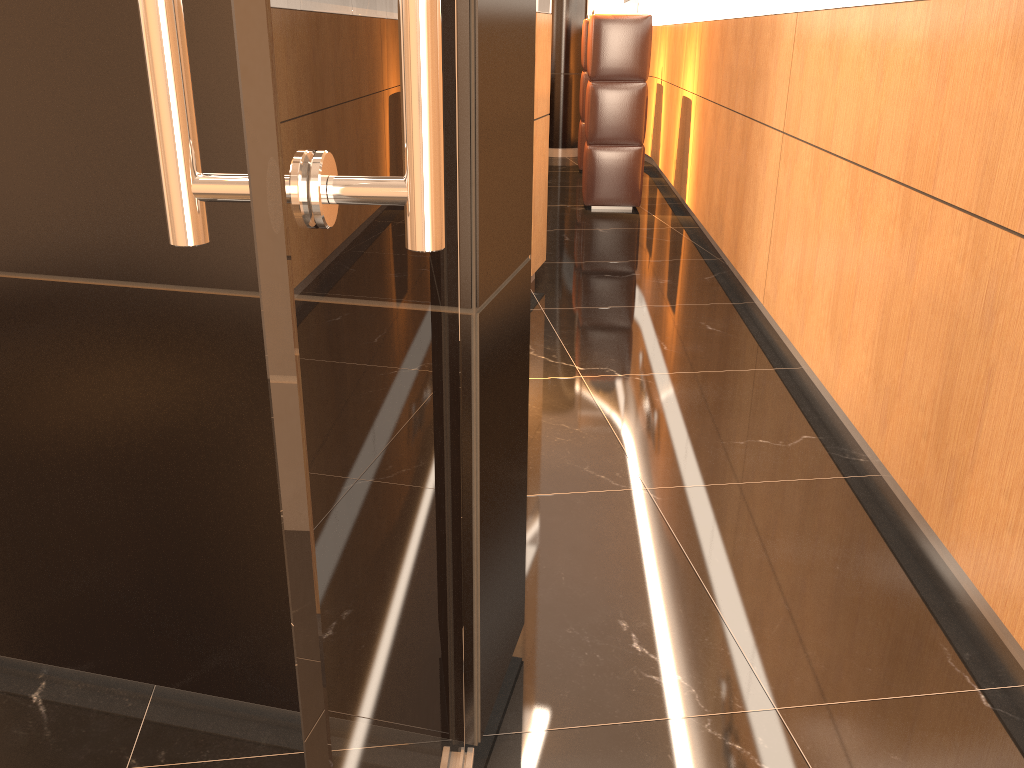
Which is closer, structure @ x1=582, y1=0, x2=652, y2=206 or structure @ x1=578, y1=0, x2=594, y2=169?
structure @ x1=582, y1=0, x2=652, y2=206

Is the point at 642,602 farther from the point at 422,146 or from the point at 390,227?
the point at 422,146

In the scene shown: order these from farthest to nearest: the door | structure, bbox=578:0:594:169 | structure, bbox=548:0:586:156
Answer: structure, bbox=548:0:586:156 < structure, bbox=578:0:594:169 < the door

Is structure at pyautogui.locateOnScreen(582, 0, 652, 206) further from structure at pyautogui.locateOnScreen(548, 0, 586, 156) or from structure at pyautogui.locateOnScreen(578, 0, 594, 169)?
structure at pyautogui.locateOnScreen(548, 0, 586, 156)

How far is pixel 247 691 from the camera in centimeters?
182cm

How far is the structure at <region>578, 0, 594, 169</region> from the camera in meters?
8.7 m

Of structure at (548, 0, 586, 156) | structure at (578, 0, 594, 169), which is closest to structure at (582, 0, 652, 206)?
structure at (578, 0, 594, 169)

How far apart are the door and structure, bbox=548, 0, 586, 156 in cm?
946

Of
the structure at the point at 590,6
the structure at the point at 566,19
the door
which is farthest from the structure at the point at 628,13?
the door

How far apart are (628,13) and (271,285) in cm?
696
